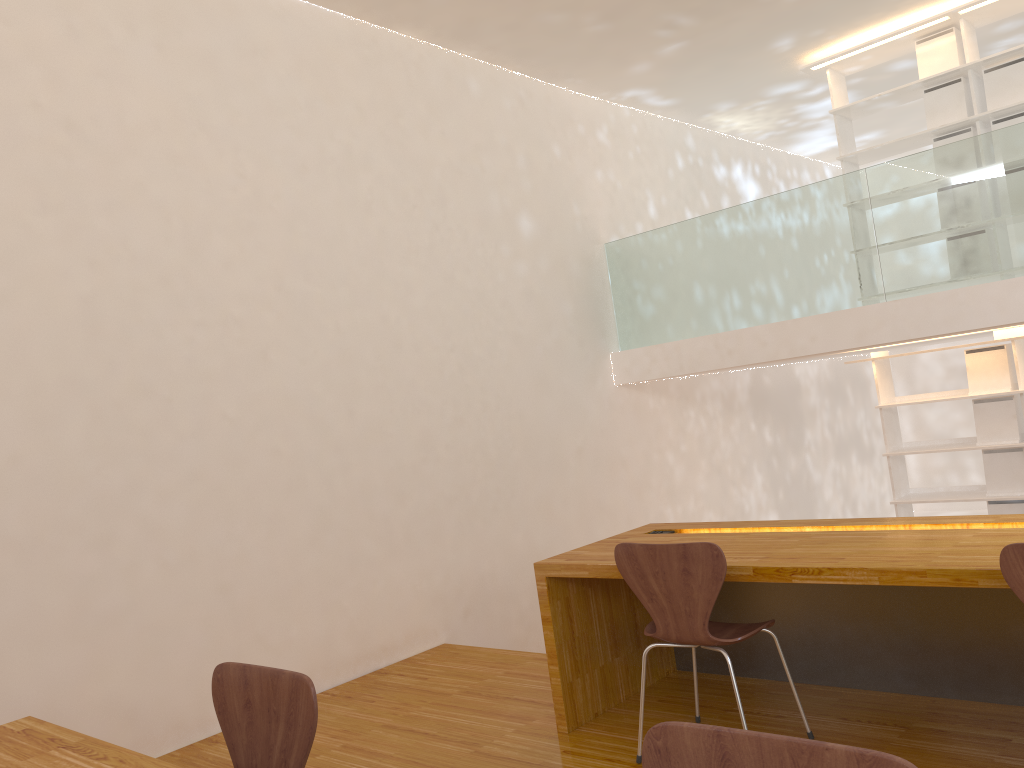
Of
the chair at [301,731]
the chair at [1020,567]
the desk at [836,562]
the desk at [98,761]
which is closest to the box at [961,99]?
the desk at [836,562]

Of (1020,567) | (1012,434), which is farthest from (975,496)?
(1020,567)

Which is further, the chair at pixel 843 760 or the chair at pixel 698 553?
the chair at pixel 698 553

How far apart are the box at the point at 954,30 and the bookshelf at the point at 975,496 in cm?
174

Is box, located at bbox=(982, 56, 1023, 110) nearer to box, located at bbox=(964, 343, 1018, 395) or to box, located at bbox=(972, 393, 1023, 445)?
box, located at bbox=(964, 343, 1018, 395)

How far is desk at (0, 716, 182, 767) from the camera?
1.68m

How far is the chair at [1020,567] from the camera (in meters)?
2.00

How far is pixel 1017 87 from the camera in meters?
5.5 m

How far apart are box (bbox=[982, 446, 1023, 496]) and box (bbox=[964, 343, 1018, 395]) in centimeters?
41cm

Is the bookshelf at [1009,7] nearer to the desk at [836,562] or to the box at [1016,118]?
the box at [1016,118]
